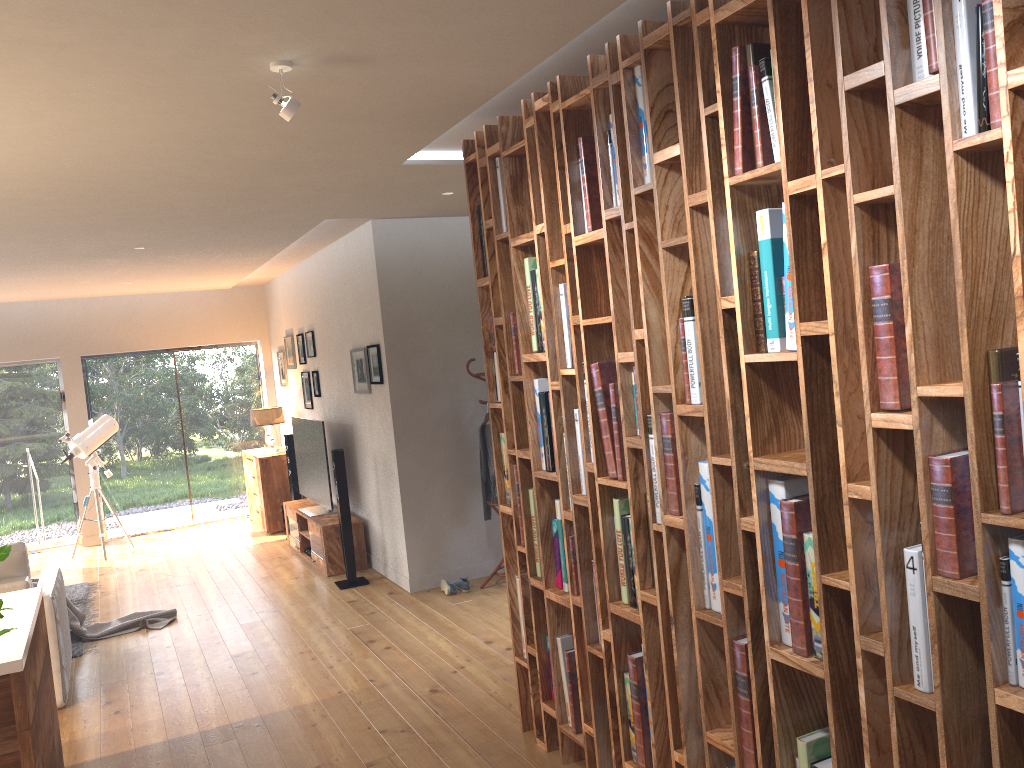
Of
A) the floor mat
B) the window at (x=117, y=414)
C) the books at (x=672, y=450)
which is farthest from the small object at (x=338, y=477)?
the books at (x=672, y=450)

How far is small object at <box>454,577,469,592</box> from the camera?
6.5 meters

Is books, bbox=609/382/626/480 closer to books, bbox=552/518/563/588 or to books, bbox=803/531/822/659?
books, bbox=552/518/563/588

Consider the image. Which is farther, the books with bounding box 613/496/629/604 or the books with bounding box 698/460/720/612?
the books with bounding box 613/496/629/604

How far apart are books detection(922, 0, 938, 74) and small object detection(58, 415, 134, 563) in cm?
887

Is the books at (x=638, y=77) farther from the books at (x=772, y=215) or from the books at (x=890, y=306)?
the books at (x=890, y=306)

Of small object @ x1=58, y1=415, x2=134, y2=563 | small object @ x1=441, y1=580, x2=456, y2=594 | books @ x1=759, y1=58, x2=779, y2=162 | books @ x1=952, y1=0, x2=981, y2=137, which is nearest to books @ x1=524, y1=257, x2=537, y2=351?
books @ x1=759, y1=58, x2=779, y2=162

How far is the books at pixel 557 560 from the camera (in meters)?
3.66

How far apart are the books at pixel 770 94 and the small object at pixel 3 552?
1.9m

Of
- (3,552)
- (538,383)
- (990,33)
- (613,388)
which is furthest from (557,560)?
(3,552)
